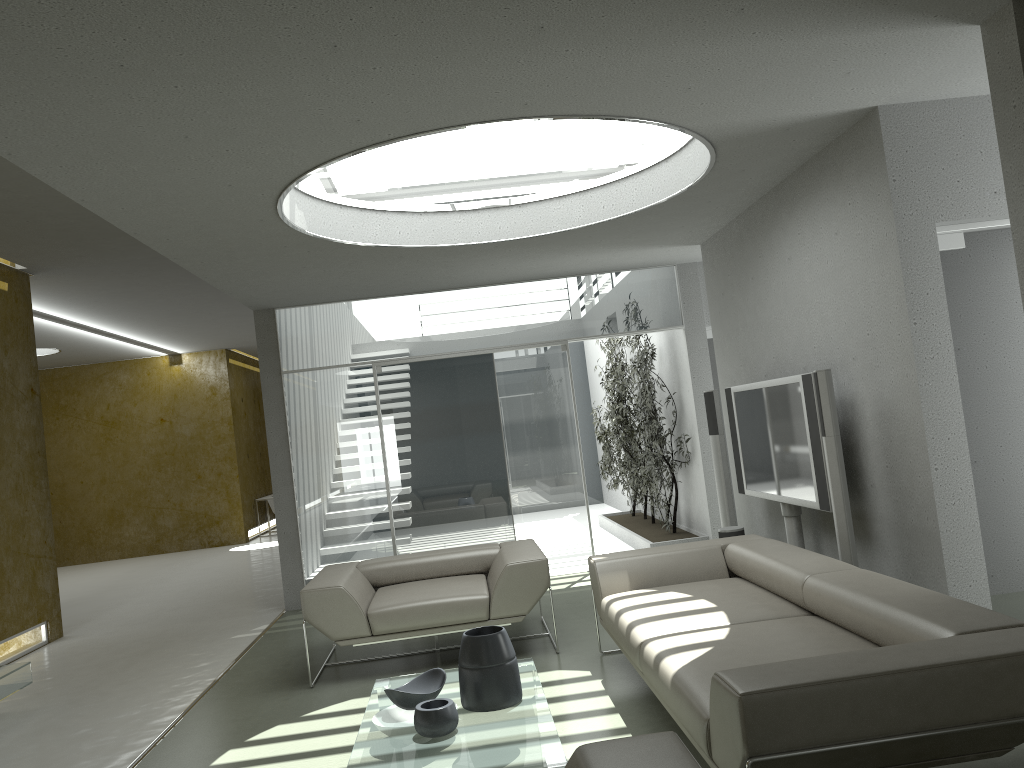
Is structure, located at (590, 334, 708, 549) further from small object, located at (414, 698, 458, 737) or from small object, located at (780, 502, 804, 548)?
small object, located at (414, 698, 458, 737)

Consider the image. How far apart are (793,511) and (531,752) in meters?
3.0 m

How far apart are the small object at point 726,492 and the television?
0.4m

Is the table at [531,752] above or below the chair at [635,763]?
below

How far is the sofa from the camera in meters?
2.4 m

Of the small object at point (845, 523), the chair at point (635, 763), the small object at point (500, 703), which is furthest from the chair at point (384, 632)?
the chair at point (635, 763)

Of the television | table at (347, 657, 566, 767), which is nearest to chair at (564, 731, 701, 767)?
table at (347, 657, 566, 767)

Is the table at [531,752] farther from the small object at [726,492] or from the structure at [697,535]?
the structure at [697,535]

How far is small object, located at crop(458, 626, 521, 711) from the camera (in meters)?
3.69

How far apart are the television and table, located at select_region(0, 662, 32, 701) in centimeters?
476cm
